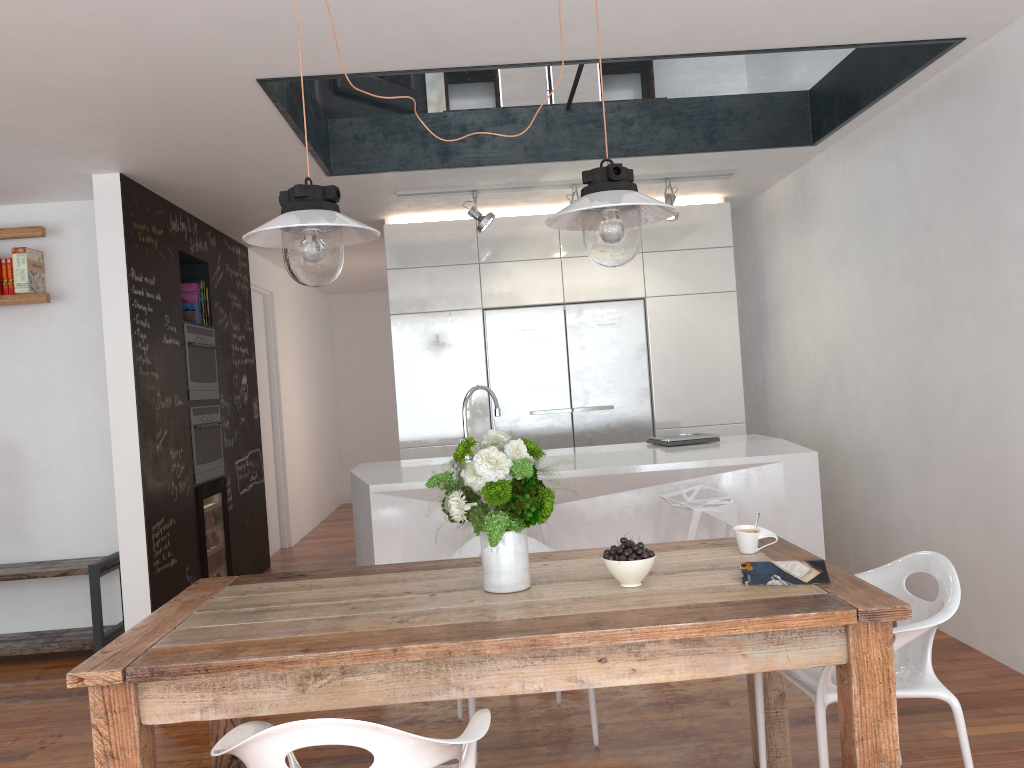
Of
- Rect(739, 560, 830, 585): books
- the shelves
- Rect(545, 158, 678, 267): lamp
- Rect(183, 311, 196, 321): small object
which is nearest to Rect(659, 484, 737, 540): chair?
Rect(739, 560, 830, 585): books

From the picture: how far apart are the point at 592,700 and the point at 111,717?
1.7m

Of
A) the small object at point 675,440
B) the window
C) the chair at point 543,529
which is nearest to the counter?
the small object at point 675,440

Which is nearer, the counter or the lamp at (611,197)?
the lamp at (611,197)

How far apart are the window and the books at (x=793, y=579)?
2.72m

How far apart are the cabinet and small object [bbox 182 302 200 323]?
1.27m

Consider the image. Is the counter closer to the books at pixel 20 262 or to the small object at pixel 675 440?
the small object at pixel 675 440

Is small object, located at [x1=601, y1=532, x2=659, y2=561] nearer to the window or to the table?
the table

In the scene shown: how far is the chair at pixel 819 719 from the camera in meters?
2.3

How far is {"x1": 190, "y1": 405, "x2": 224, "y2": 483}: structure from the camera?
5.4 meters
